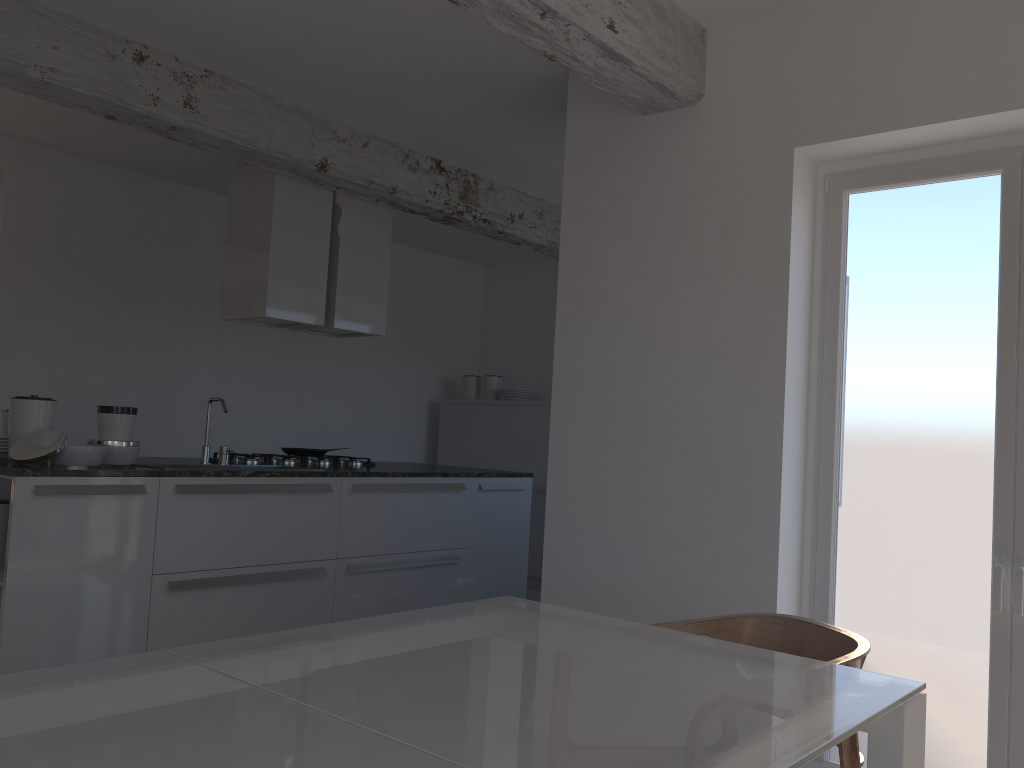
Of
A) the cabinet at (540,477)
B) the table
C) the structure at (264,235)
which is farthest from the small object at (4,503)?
the cabinet at (540,477)

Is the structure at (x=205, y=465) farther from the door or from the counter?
the door

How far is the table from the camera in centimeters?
107cm

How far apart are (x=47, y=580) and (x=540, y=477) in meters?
4.3 m

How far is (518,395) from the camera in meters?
7.6

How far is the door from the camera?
3.0 meters

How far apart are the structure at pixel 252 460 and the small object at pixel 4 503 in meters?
1.3 m

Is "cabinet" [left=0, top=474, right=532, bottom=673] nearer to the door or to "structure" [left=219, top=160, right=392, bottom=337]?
"structure" [left=219, top=160, right=392, bottom=337]

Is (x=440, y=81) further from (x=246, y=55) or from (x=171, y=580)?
(x=171, y=580)

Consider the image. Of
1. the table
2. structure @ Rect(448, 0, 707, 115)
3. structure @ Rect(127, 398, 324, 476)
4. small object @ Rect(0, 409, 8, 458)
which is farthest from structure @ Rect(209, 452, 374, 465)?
the table
